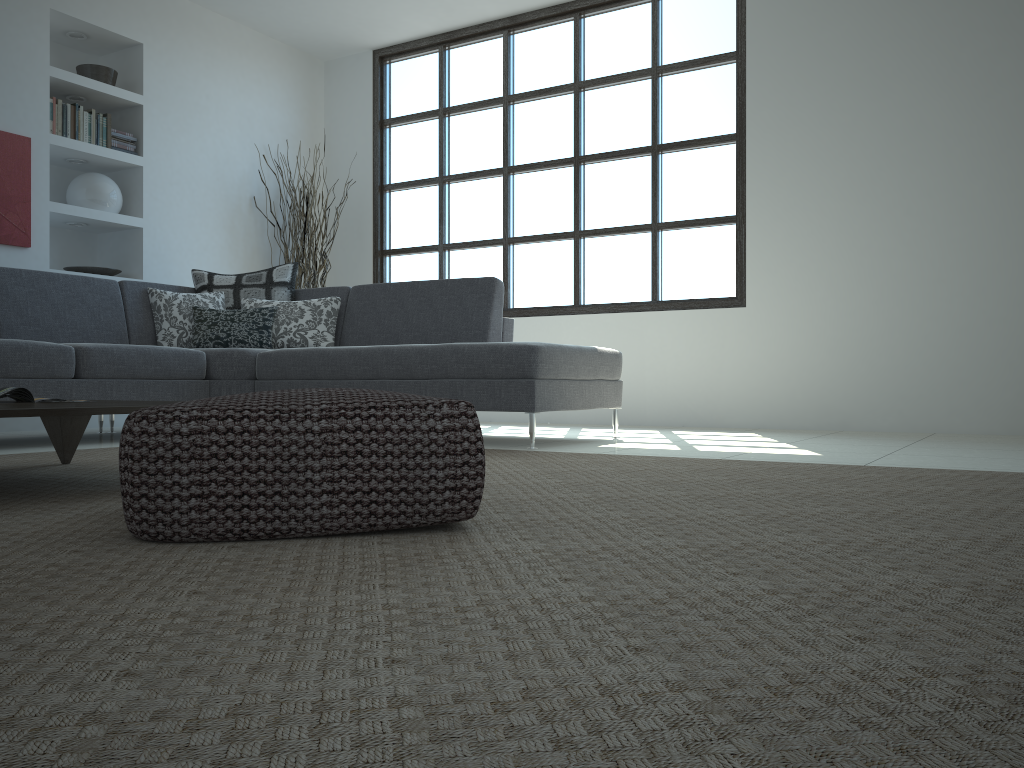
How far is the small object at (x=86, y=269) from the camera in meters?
5.7 m

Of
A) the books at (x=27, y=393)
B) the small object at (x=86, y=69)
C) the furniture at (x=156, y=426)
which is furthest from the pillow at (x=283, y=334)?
the furniture at (x=156, y=426)

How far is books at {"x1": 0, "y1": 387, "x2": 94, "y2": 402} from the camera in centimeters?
261cm

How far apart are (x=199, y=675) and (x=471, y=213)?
6.20m

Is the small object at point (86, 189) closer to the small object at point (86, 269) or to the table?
the small object at point (86, 269)

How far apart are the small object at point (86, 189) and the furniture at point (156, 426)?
4.8m

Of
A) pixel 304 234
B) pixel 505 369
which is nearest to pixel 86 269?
pixel 304 234

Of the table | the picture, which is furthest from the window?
the table

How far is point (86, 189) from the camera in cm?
573

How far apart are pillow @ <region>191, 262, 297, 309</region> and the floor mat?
1.87m
